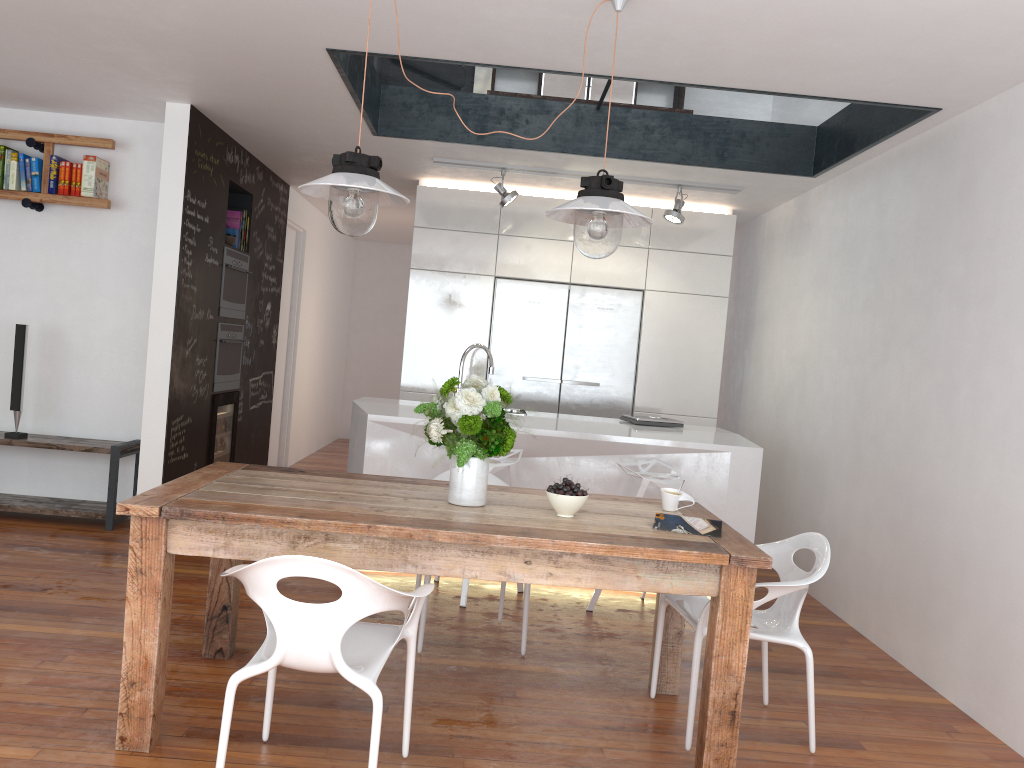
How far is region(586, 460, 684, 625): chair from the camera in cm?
436

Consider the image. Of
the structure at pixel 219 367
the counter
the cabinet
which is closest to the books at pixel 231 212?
the structure at pixel 219 367

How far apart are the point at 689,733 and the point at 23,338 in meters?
4.5

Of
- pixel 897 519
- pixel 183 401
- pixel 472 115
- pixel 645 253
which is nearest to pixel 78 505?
pixel 183 401

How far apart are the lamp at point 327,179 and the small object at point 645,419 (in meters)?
2.56

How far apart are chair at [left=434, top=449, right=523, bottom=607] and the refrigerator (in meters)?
2.00

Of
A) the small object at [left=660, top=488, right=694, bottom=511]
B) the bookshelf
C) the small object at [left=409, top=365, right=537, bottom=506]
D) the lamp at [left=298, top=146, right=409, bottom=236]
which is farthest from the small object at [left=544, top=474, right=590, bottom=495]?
the bookshelf

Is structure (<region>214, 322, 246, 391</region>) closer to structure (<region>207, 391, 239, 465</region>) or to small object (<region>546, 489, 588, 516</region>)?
structure (<region>207, 391, 239, 465</region>)

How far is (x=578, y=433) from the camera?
4.7m

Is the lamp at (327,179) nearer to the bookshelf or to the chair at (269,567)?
the chair at (269,567)
